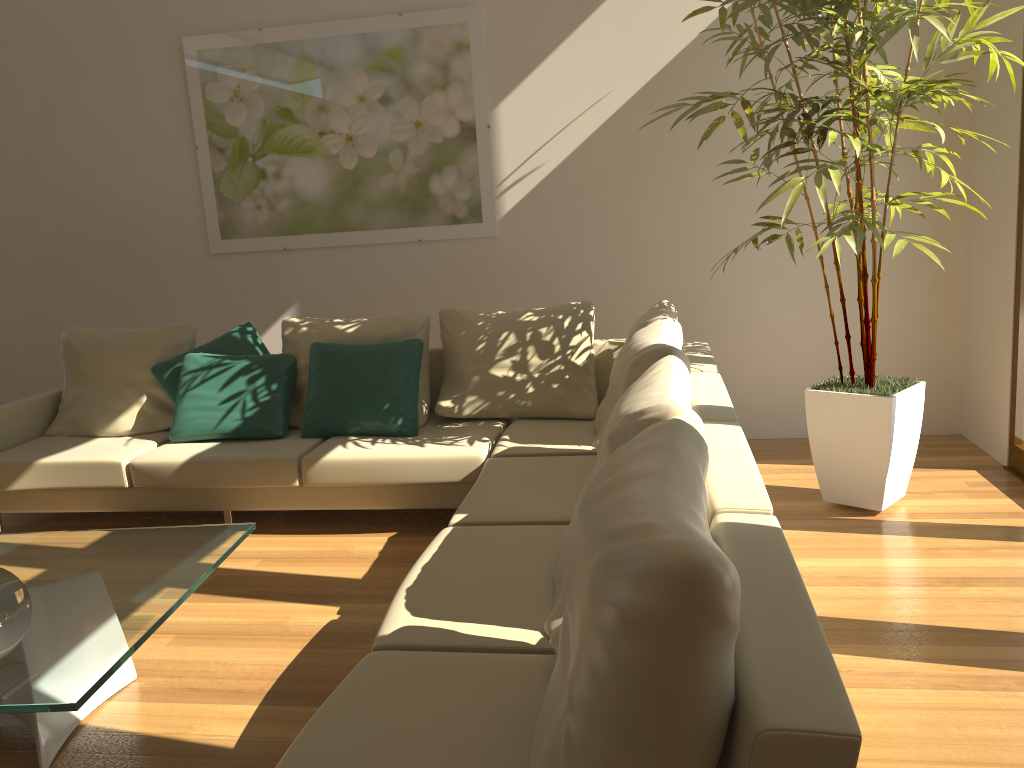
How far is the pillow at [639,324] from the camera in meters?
3.9 m

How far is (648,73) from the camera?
4.9m

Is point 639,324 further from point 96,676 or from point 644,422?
point 96,676

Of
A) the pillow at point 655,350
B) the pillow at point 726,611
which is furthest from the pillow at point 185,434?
the pillow at point 726,611

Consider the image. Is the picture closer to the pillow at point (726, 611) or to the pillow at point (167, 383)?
the pillow at point (167, 383)

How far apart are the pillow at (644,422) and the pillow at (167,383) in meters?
2.8

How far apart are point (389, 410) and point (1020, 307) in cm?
303

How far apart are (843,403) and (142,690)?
2.91m

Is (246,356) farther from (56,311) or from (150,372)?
(56,311)

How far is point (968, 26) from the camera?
3.41m
